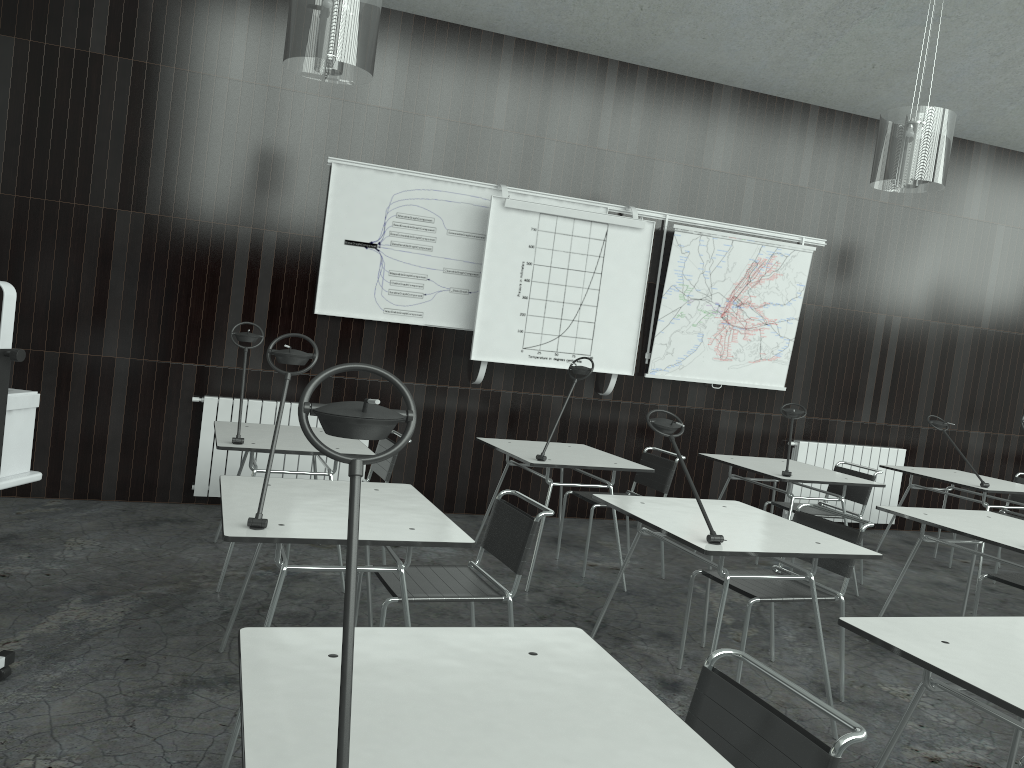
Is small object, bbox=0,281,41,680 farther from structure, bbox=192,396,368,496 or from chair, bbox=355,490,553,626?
structure, bbox=192,396,368,496

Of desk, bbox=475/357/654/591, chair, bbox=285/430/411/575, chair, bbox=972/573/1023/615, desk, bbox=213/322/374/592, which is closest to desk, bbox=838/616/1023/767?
chair, bbox=972/573/1023/615

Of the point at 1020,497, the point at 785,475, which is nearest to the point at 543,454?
the point at 785,475

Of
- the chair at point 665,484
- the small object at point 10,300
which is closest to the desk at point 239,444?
the small object at point 10,300

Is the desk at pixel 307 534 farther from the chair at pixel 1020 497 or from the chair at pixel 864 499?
the chair at pixel 1020 497

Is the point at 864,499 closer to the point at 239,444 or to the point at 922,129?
the point at 922,129

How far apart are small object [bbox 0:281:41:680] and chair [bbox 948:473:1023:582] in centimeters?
605cm

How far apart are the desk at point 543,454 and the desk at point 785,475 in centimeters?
80cm

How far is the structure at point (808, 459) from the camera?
6.93m

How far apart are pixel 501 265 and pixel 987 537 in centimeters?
330cm
